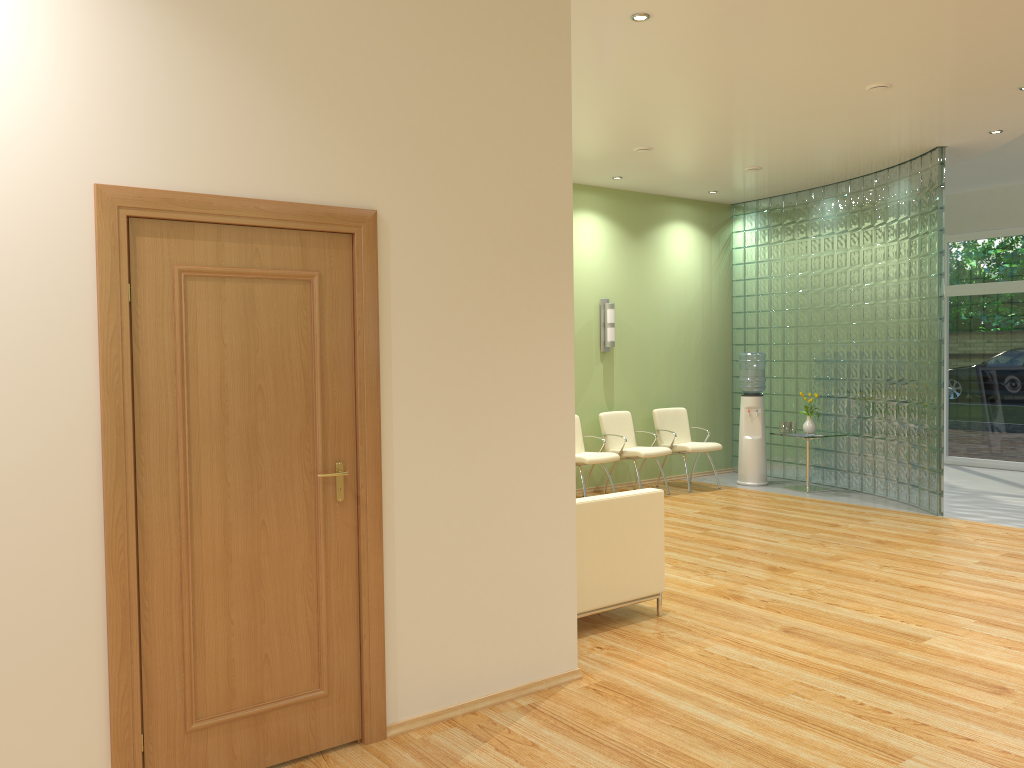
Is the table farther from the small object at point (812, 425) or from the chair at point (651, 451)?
the chair at point (651, 451)

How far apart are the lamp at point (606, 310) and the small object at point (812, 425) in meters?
2.3 m

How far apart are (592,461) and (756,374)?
2.5m

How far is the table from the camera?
9.7 meters

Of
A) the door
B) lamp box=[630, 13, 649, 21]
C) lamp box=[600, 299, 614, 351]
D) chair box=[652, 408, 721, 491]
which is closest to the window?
chair box=[652, 408, 721, 491]

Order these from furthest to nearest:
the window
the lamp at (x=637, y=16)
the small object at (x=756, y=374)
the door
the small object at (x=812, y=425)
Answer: the window < the small object at (x=756, y=374) < the small object at (x=812, y=425) < the lamp at (x=637, y=16) < the door

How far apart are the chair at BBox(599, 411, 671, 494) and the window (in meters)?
4.64

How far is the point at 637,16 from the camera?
4.8 meters

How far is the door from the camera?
3.05m

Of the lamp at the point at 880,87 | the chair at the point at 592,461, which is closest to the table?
the chair at the point at 592,461
